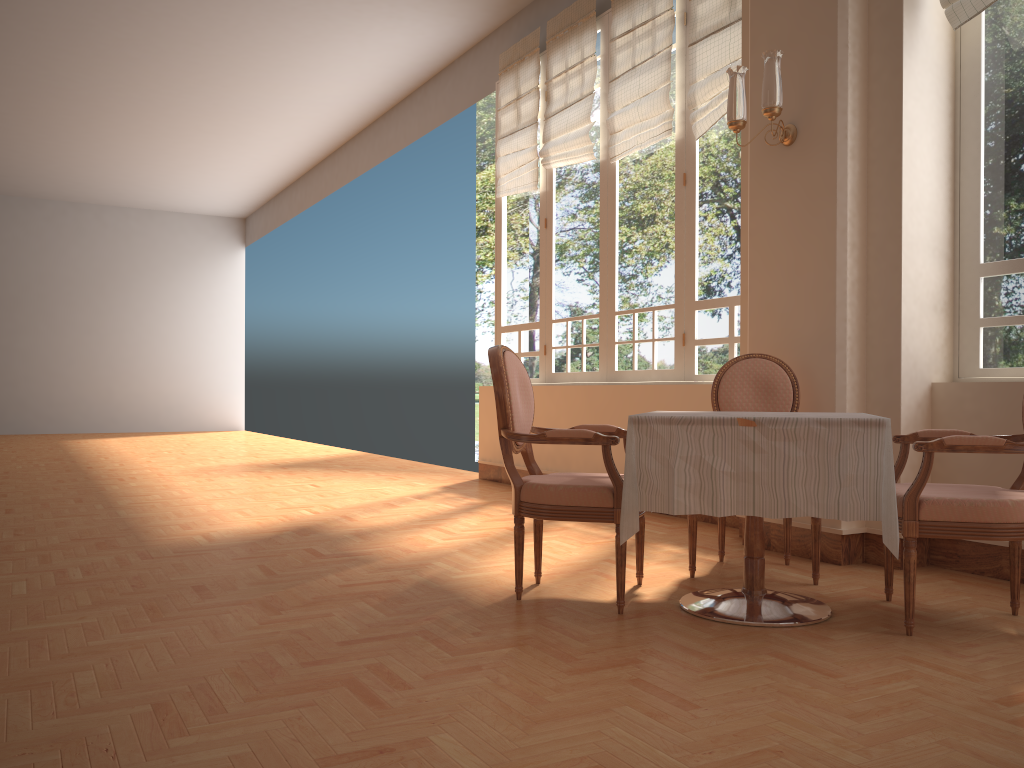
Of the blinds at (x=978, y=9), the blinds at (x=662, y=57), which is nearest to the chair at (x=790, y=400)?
the blinds at (x=978, y=9)

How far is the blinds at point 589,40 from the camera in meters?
6.4 m

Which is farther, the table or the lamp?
the lamp

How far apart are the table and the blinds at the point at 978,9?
2.0m

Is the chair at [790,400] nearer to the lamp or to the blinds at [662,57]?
the lamp

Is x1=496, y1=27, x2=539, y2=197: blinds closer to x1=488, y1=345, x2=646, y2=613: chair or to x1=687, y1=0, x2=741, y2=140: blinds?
x1=687, y1=0, x2=741, y2=140: blinds

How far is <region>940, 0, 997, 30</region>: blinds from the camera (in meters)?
3.64

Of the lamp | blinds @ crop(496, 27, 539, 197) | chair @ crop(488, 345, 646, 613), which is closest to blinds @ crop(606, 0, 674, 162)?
blinds @ crop(496, 27, 539, 197)

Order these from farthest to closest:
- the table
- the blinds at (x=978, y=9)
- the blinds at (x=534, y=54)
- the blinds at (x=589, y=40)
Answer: the blinds at (x=534, y=54) → the blinds at (x=589, y=40) → the blinds at (x=978, y=9) → the table

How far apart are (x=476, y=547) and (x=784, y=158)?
2.4m
